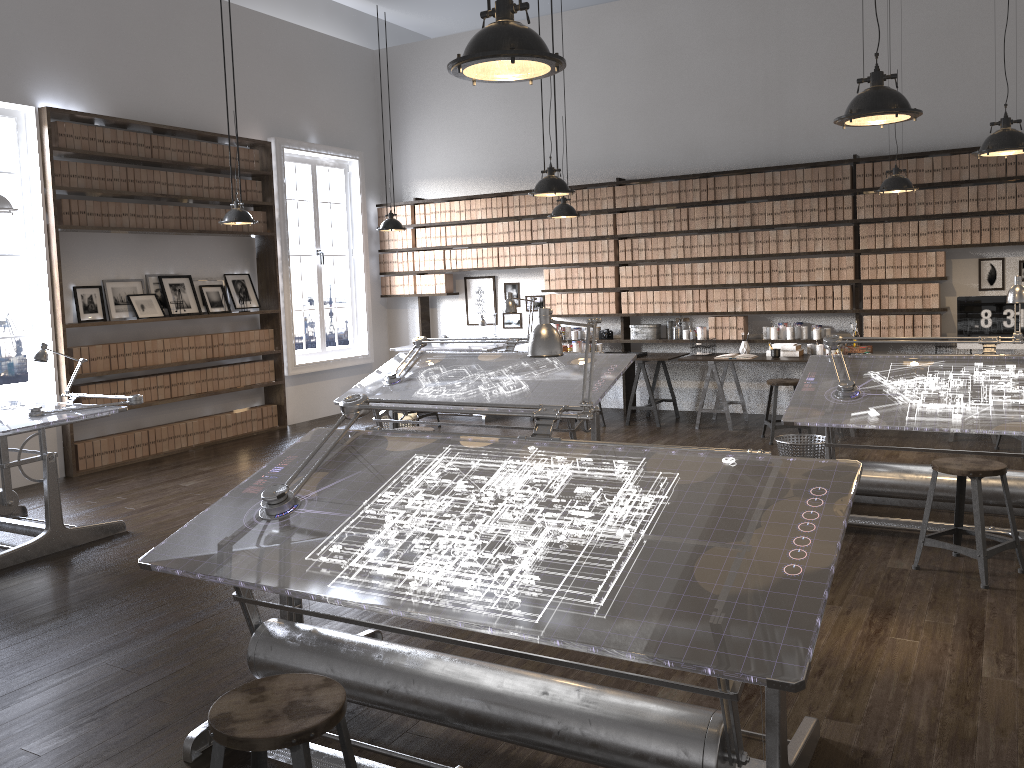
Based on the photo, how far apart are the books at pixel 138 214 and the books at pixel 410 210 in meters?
3.3

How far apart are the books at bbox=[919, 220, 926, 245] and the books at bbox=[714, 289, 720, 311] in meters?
1.9

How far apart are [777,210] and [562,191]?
3.47m

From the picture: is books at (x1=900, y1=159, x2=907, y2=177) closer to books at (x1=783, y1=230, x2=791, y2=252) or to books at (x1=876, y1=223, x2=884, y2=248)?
books at (x1=876, y1=223, x2=884, y2=248)

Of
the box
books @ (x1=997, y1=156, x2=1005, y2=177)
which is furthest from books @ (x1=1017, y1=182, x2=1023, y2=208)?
the box

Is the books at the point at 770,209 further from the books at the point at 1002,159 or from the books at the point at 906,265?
the books at the point at 1002,159

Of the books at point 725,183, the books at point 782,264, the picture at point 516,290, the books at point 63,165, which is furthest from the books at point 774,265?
the books at point 63,165

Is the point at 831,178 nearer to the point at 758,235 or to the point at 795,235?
the point at 795,235

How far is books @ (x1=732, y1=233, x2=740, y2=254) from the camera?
8.5 meters

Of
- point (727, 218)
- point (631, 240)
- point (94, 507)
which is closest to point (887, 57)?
point (727, 218)
